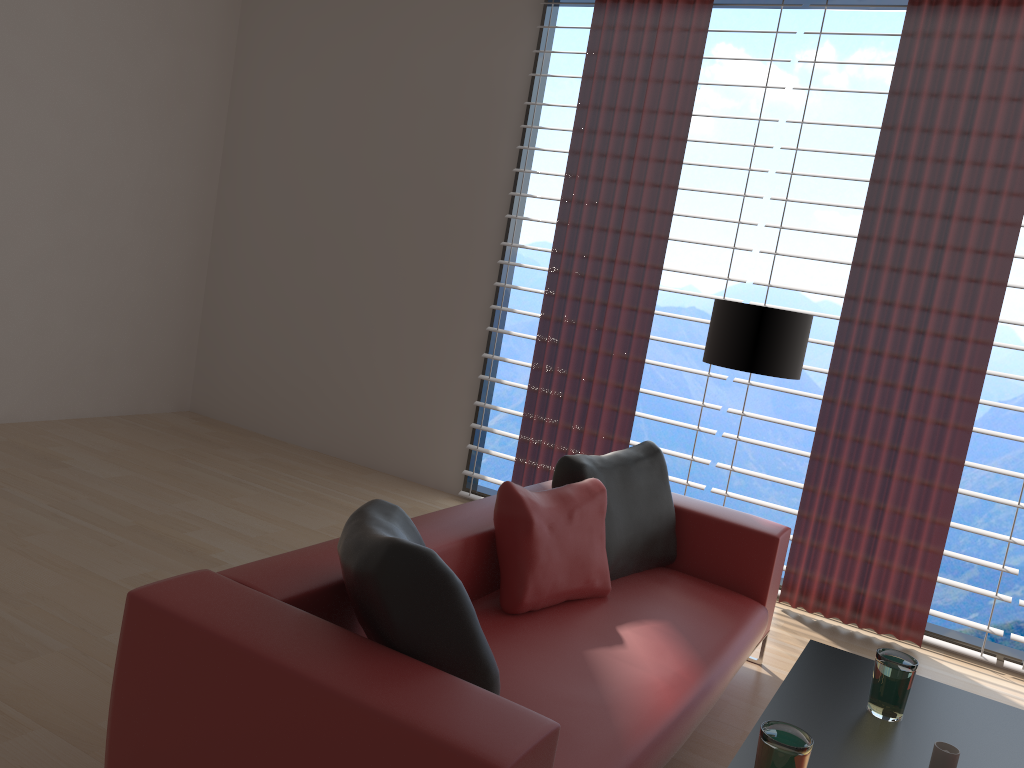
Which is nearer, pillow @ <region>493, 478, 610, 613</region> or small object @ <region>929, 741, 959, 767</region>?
small object @ <region>929, 741, 959, 767</region>

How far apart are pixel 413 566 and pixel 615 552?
2.0m

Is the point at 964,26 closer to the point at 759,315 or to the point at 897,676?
the point at 759,315

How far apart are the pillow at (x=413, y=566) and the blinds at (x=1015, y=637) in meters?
3.6 m

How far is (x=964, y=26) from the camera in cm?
529

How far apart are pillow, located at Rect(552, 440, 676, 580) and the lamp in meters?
0.7

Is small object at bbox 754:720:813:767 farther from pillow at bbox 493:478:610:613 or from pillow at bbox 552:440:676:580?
pillow at bbox 552:440:676:580

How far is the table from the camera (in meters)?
2.79

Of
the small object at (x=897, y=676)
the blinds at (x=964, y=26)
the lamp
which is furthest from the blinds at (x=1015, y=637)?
the small object at (x=897, y=676)

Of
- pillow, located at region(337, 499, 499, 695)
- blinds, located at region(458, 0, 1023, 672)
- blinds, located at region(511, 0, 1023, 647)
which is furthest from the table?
blinds, located at region(458, 0, 1023, 672)
